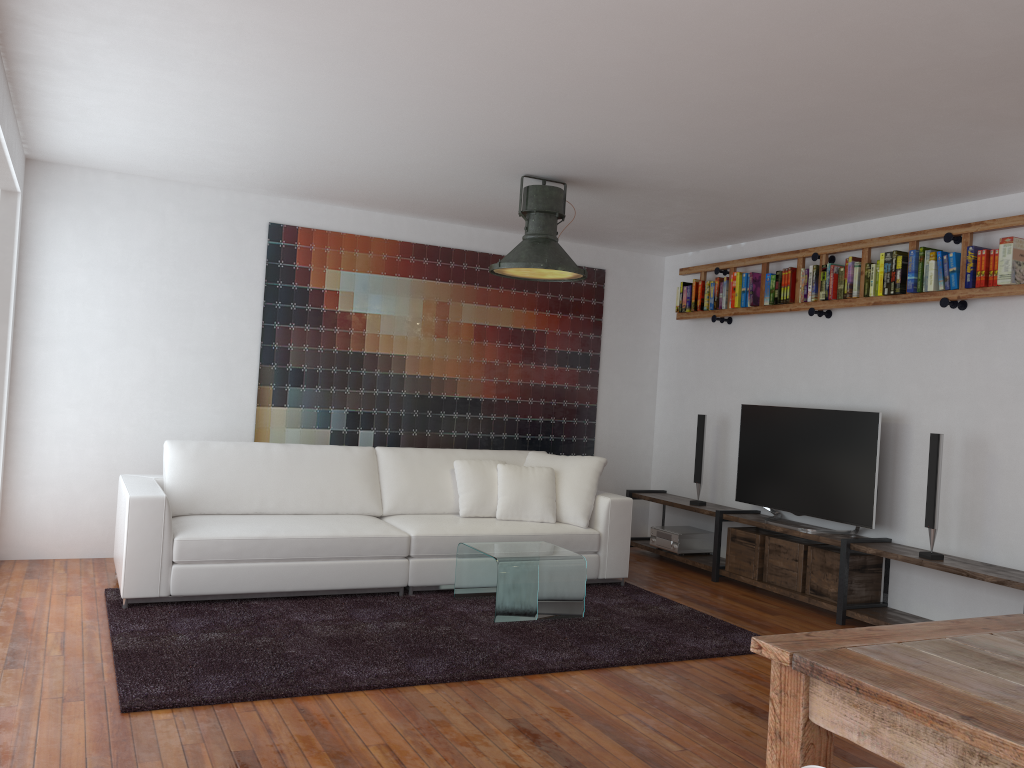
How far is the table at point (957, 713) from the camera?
1.6m

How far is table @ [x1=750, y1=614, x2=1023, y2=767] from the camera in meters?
1.6 m

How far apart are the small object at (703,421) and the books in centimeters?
86cm

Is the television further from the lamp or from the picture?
the lamp

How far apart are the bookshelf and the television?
0.66m

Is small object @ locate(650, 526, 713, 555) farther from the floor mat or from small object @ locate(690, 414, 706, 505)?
the floor mat

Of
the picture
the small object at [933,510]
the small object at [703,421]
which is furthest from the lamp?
the small object at [933,510]

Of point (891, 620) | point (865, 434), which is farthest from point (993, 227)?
point (891, 620)

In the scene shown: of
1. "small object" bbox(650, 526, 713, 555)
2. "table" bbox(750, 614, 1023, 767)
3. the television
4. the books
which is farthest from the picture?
"table" bbox(750, 614, 1023, 767)

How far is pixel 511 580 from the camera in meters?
4.7 m
